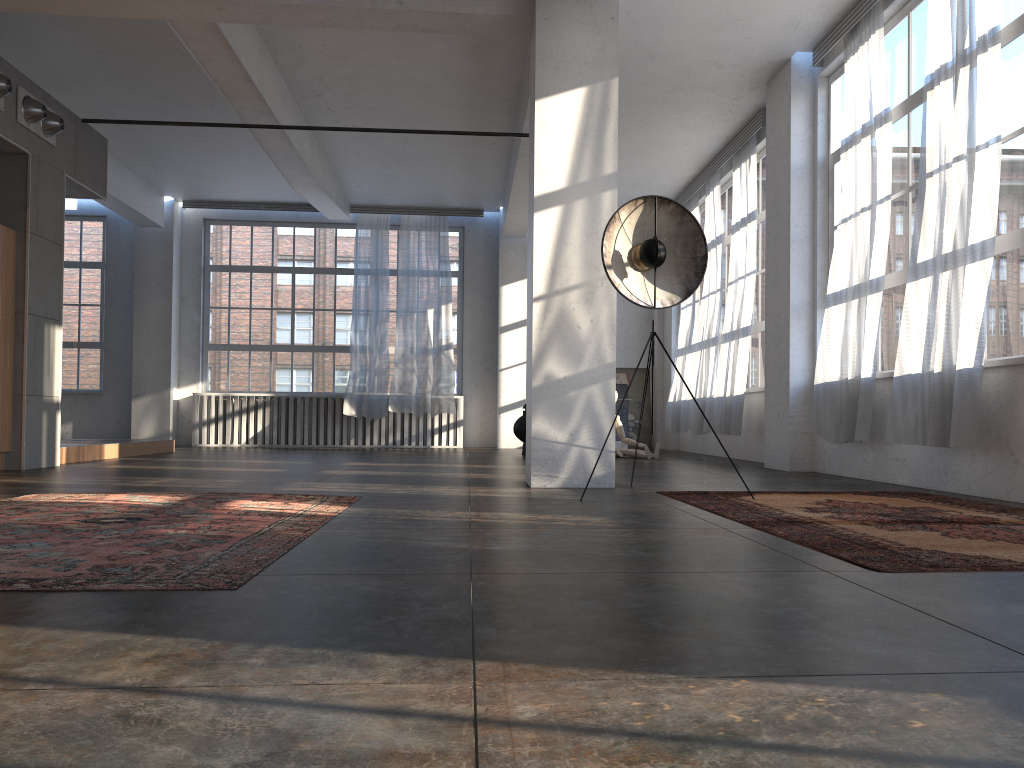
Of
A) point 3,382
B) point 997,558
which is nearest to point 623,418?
point 3,382

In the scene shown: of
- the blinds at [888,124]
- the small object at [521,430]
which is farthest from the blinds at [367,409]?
the blinds at [888,124]

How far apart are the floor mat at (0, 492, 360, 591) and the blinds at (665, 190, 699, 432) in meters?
8.3 m

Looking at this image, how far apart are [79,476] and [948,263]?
6.5m

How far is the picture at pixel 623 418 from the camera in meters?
14.9

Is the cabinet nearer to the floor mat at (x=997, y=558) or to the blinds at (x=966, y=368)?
the floor mat at (x=997, y=558)

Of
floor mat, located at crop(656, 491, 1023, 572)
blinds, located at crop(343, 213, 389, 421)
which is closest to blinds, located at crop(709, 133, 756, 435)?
floor mat, located at crop(656, 491, 1023, 572)

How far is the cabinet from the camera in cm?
753

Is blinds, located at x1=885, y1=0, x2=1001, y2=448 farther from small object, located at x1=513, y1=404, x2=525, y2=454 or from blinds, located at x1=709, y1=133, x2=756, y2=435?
small object, located at x1=513, y1=404, x2=525, y2=454

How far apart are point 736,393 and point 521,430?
3.0m
